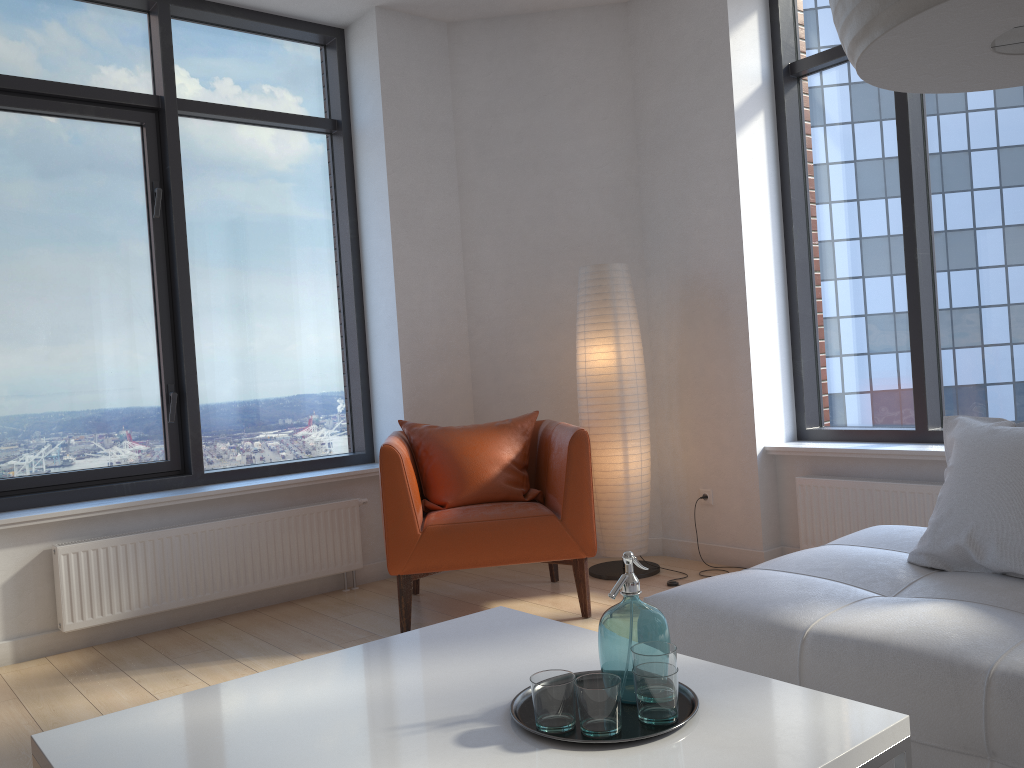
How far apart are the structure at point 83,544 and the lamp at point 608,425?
1.2m

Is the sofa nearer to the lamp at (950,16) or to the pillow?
the pillow

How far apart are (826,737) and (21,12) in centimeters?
439cm

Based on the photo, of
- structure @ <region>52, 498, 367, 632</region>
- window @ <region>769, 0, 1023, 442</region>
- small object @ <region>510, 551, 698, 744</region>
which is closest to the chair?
structure @ <region>52, 498, 367, 632</region>

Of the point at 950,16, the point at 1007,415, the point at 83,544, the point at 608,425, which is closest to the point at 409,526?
the point at 608,425

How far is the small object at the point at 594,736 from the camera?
1.4m

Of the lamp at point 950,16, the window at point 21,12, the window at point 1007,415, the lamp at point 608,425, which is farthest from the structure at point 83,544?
the lamp at point 950,16

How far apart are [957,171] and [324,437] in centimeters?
338cm

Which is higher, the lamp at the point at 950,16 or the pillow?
the lamp at the point at 950,16

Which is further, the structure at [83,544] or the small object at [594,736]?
the structure at [83,544]
